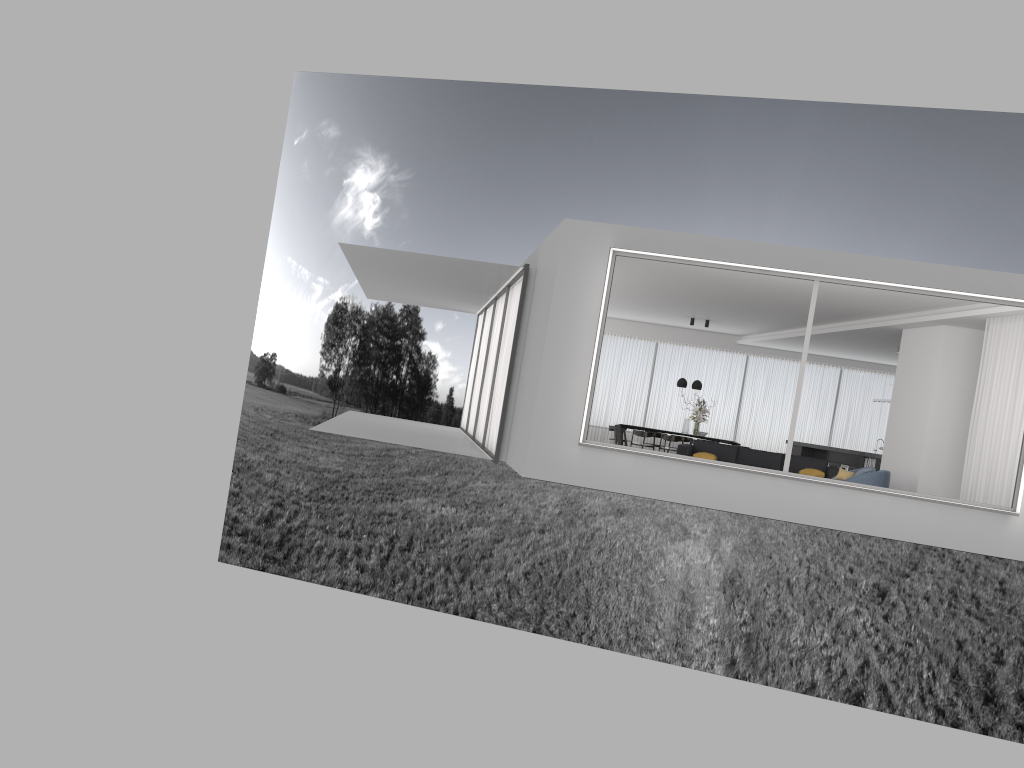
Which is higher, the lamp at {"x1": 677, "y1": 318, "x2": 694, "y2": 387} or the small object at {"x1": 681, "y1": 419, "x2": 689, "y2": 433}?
the lamp at {"x1": 677, "y1": 318, "x2": 694, "y2": 387}

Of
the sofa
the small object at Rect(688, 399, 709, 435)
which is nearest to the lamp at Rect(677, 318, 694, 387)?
the small object at Rect(688, 399, 709, 435)

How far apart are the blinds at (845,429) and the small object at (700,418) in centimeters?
213cm

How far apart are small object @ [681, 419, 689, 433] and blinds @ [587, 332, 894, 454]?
2.4m

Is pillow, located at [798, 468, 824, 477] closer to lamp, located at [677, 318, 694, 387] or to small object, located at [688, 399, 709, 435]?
small object, located at [688, 399, 709, 435]

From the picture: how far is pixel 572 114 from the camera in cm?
3693

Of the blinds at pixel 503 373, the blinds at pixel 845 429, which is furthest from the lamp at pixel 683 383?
the blinds at pixel 503 373

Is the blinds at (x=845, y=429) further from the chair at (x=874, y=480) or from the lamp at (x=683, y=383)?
the chair at (x=874, y=480)

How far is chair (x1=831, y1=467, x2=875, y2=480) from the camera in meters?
12.6 m

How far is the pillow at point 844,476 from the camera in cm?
1272
